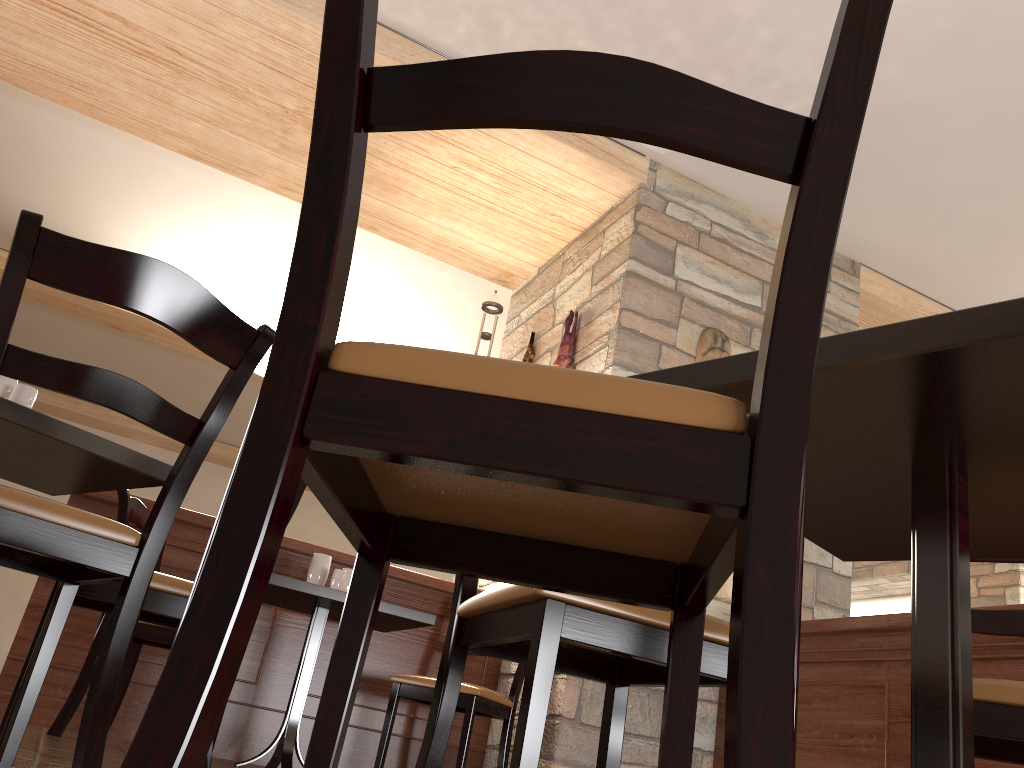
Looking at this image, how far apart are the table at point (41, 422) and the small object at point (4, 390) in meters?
0.1 m

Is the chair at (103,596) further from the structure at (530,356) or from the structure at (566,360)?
the structure at (530,356)

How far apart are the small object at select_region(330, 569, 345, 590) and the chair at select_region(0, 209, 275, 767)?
1.7m

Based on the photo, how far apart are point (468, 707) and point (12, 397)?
2.05m

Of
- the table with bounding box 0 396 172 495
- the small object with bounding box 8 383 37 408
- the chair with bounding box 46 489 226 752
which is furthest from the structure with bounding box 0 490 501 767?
the small object with bounding box 8 383 37 408

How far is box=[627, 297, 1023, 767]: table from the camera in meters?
0.9

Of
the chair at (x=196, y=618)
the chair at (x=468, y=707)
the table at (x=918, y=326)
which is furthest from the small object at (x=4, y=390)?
the chair at (x=468, y=707)

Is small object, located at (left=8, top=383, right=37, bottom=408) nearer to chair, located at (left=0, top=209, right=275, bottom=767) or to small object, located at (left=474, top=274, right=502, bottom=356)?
chair, located at (left=0, top=209, right=275, bottom=767)

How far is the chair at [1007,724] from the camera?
1.36m

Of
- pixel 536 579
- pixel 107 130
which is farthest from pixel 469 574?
pixel 107 130
